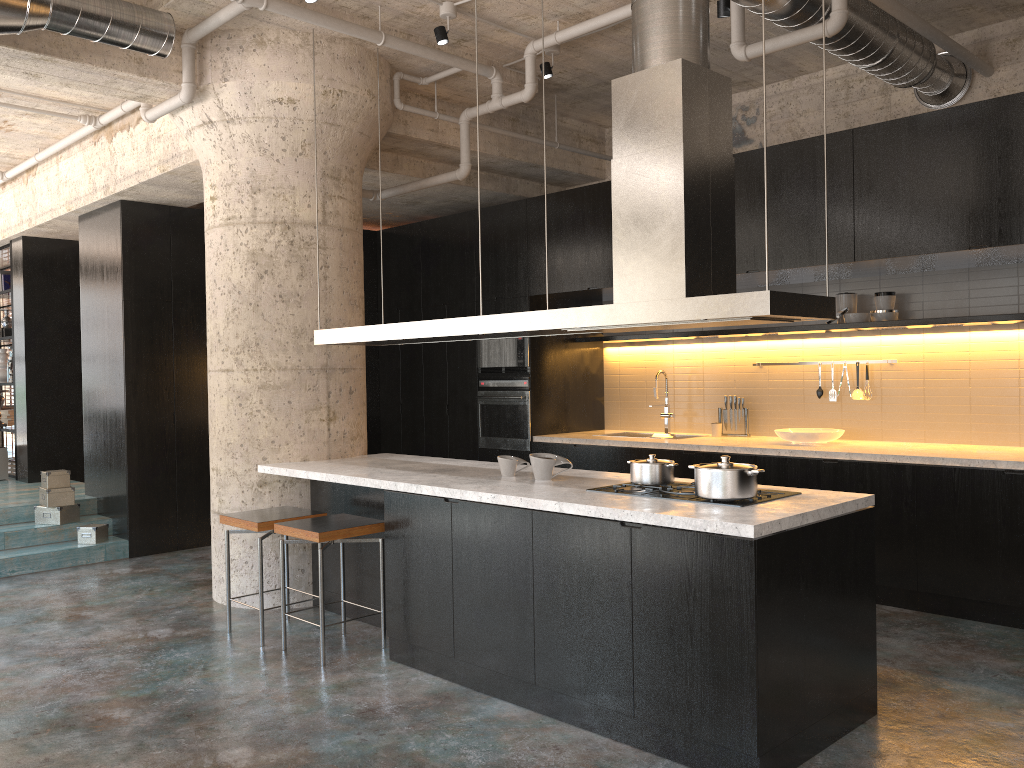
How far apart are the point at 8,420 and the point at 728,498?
9.8 meters

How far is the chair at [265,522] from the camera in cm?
495

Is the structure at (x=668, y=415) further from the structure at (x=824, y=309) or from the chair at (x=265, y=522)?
the chair at (x=265, y=522)

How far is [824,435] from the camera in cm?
629

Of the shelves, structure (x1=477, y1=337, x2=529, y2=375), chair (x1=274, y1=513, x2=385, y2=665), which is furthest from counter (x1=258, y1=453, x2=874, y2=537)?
the shelves

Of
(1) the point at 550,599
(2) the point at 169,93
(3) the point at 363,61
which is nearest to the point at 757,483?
(1) the point at 550,599

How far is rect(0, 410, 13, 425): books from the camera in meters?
10.5

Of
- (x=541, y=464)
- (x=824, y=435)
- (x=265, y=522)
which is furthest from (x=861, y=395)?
(x=265, y=522)

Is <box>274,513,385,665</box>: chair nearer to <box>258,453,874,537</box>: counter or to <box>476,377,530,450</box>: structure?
<box>258,453,874,537</box>: counter

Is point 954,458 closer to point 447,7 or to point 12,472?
point 447,7
